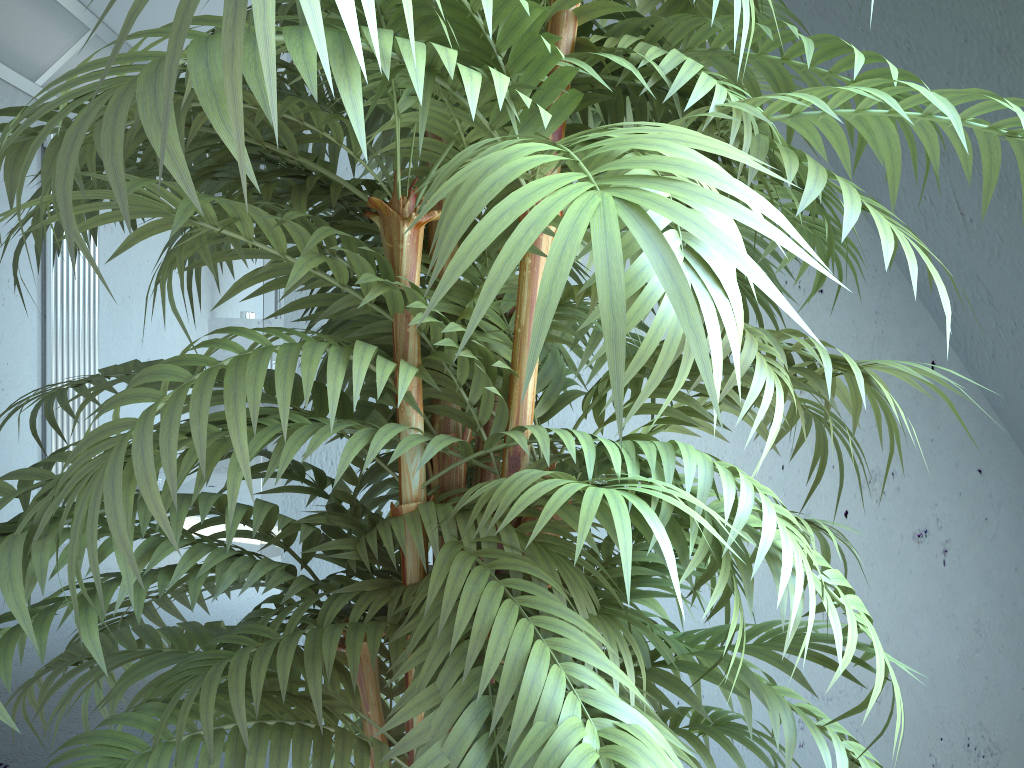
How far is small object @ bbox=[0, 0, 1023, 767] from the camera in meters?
0.4 m

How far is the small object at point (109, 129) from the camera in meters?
0.4 m

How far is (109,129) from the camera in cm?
39
